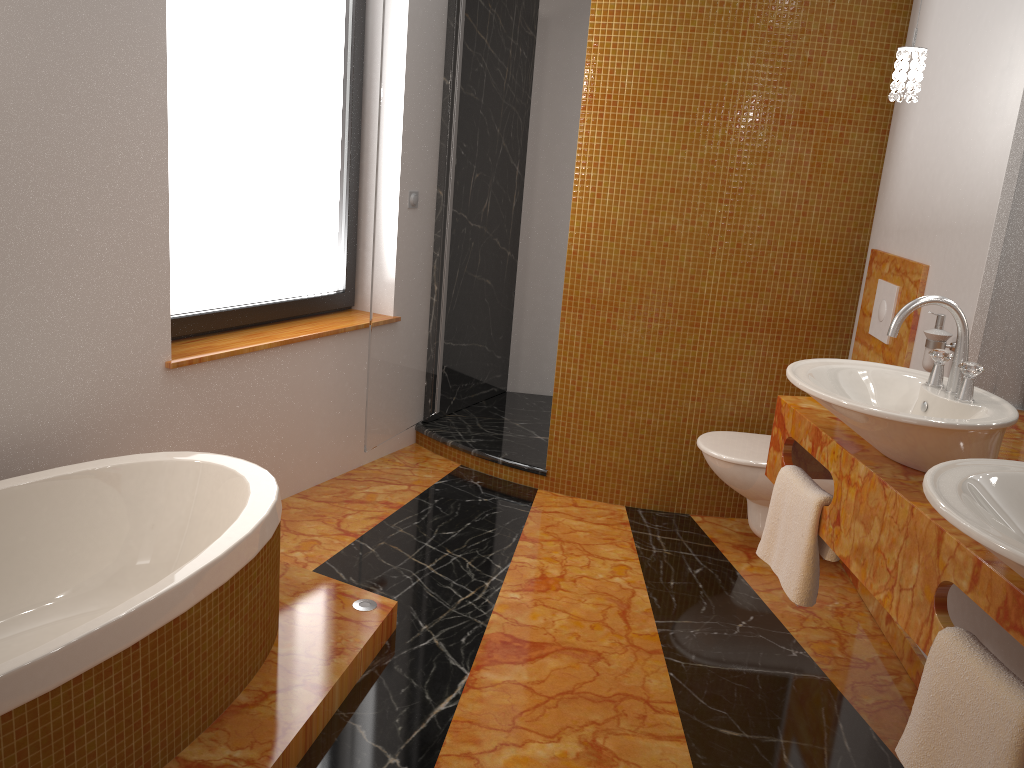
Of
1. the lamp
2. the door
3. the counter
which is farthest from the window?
the lamp

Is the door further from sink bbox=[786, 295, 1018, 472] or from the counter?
sink bbox=[786, 295, 1018, 472]

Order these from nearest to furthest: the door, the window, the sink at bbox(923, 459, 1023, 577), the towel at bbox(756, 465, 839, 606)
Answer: the sink at bbox(923, 459, 1023, 577) → the towel at bbox(756, 465, 839, 606) → the window → the door

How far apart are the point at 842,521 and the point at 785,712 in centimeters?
67cm

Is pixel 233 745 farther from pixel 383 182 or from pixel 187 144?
pixel 383 182

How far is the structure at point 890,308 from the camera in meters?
3.0 m

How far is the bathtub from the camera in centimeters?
158cm

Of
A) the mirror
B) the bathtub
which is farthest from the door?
the mirror

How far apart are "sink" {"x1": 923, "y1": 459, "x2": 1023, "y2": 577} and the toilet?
1.6m

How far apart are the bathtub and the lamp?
1.91m
